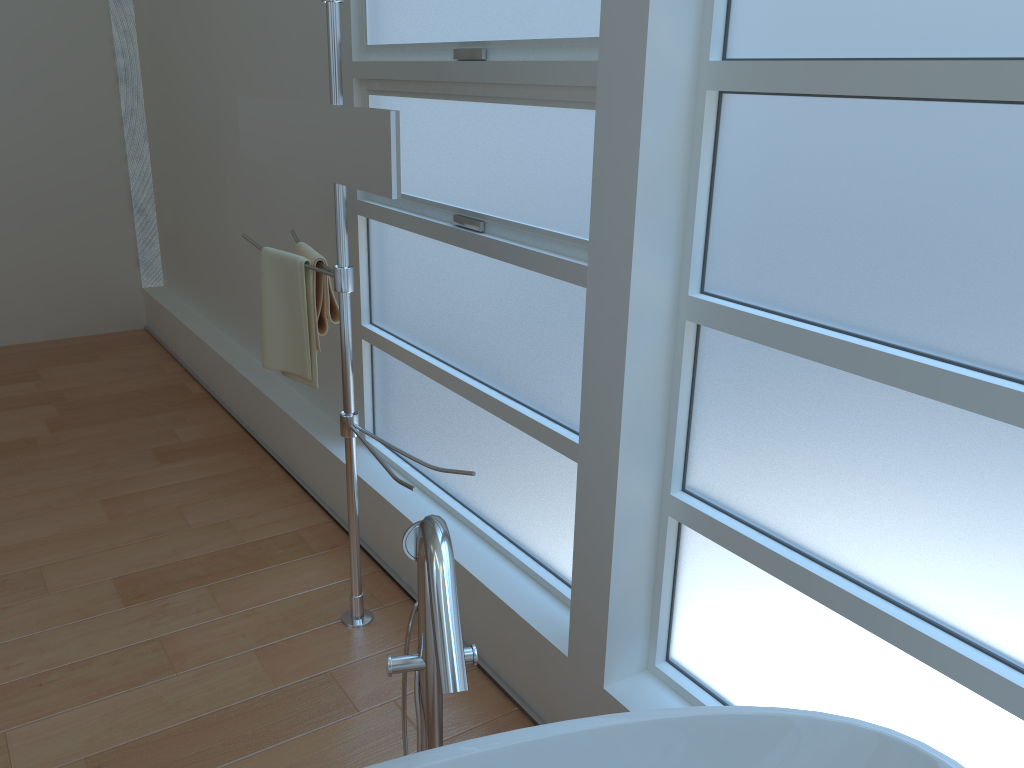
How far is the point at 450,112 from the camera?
2.2m

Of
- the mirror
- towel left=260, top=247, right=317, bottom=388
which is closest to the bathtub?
the mirror

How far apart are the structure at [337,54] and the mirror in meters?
0.0

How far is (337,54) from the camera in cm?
196

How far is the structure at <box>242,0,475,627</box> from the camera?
1.96m

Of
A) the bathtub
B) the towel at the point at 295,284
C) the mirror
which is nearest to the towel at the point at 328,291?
the towel at the point at 295,284

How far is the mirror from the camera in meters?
1.8

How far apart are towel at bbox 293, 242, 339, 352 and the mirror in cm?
23

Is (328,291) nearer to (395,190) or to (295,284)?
(295,284)

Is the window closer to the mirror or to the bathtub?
the bathtub
